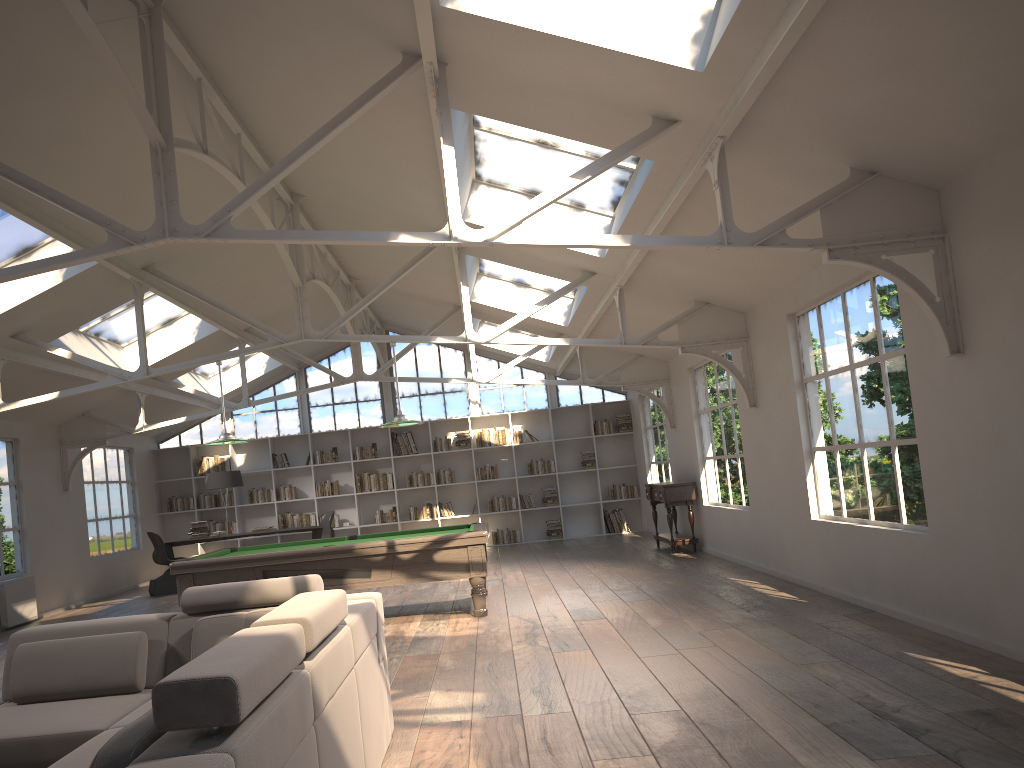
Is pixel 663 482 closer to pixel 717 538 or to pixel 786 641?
pixel 717 538

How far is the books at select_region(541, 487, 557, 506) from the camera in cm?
1559

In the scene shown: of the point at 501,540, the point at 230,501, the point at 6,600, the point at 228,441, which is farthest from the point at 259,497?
the point at 228,441

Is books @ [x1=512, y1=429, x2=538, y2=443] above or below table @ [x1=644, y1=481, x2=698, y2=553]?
above

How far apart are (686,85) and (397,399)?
11.93m

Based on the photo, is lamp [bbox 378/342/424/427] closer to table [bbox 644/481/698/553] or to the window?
table [bbox 644/481/698/553]

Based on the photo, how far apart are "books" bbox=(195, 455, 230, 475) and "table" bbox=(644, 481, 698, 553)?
7.56m

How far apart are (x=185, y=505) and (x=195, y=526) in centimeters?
228cm

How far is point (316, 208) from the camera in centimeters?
917cm

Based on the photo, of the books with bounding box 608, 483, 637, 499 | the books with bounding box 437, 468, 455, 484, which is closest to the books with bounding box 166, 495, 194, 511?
the books with bounding box 437, 468, 455, 484
